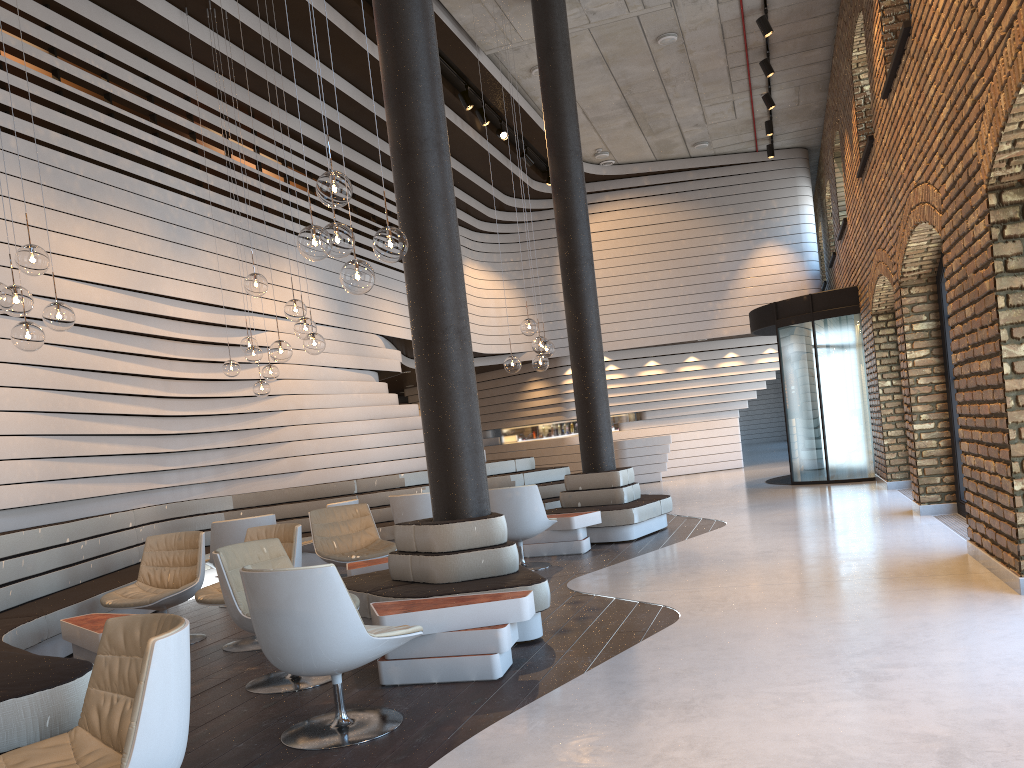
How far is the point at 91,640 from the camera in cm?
487

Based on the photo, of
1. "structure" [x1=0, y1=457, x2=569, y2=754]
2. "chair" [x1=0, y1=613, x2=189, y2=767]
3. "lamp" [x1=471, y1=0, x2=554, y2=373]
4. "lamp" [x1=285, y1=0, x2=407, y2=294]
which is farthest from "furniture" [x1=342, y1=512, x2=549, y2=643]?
"lamp" [x1=471, y1=0, x2=554, y2=373]

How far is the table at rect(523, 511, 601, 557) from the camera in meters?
8.4 m

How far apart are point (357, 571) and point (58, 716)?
3.56m

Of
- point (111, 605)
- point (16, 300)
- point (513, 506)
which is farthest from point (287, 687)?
point (513, 506)

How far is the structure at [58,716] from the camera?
2.77m

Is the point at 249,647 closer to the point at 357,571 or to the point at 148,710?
the point at 357,571

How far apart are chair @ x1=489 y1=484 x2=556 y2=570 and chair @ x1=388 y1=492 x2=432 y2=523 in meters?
0.9 m

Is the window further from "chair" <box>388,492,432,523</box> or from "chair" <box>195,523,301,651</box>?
"chair" <box>195,523,301,651</box>

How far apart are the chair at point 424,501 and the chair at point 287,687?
3.4 meters
